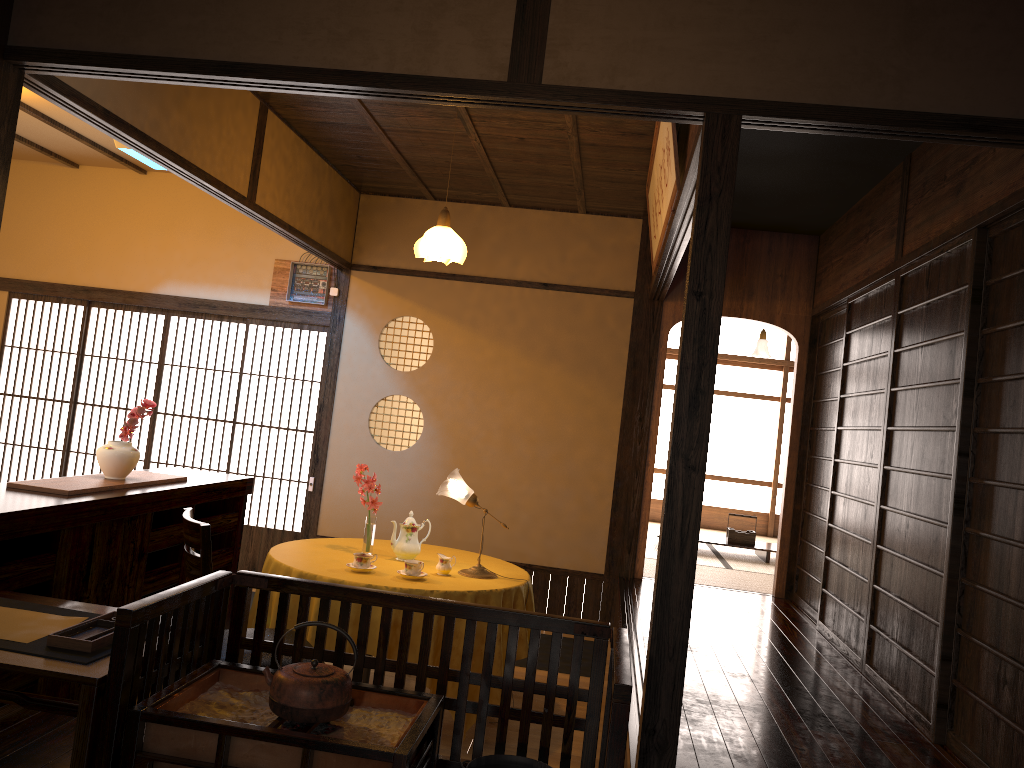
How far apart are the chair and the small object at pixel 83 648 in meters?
0.8

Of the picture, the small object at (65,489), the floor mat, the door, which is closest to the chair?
the small object at (65,489)

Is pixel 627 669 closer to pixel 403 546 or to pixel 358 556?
pixel 358 556

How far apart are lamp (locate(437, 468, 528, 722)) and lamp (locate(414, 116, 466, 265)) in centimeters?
122cm

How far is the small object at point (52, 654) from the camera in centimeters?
218cm

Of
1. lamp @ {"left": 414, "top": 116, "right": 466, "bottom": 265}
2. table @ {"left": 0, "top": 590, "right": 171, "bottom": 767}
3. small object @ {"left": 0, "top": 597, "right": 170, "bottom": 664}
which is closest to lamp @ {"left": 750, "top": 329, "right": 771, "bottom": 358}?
lamp @ {"left": 414, "top": 116, "right": 466, "bottom": 265}

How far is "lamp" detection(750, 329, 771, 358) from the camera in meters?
11.4

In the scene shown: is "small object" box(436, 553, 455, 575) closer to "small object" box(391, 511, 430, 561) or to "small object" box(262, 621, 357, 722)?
"small object" box(391, 511, 430, 561)

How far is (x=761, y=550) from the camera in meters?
8.1 m

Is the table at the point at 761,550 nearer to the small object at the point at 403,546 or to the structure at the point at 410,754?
the small object at the point at 403,546
